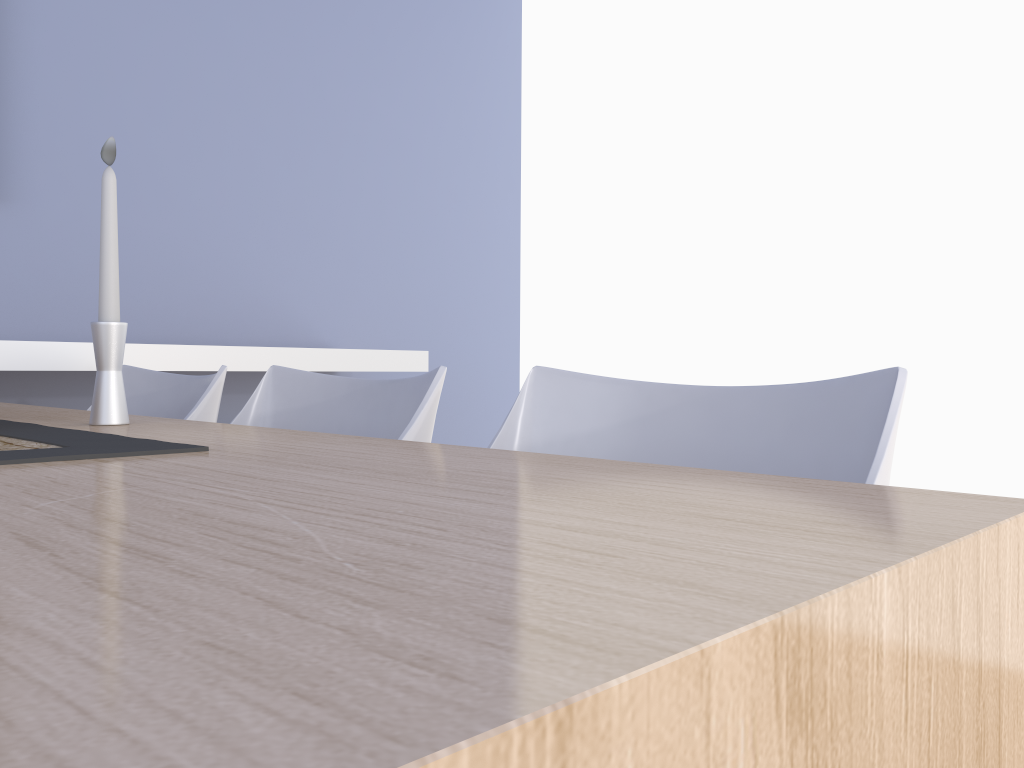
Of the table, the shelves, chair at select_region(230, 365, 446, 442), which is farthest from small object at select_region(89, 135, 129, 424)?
the shelves

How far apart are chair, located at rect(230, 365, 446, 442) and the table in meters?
0.2 m

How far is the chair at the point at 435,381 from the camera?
1.17m

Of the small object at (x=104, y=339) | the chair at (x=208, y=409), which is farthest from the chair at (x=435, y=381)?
the small object at (x=104, y=339)

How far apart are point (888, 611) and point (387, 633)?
0.2 meters

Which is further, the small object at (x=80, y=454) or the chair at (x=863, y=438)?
the chair at (x=863, y=438)

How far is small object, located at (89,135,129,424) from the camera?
1.1 meters

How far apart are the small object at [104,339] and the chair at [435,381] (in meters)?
0.33

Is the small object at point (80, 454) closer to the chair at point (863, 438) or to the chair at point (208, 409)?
the chair at point (863, 438)

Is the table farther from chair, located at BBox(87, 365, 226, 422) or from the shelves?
the shelves
